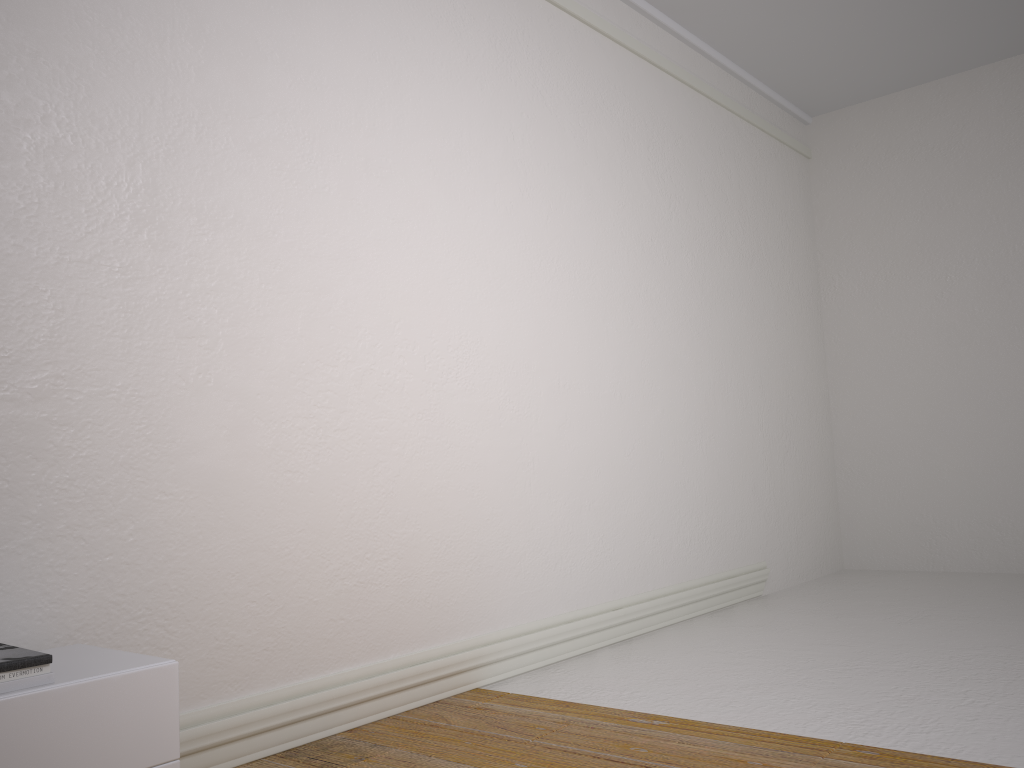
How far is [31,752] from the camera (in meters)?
1.64

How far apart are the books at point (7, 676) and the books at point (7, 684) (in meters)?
0.01

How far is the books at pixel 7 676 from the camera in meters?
1.7

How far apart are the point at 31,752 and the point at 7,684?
0.1m

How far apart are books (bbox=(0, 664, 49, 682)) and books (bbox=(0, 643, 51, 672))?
0.01m

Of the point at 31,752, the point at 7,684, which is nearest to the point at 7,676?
the point at 7,684

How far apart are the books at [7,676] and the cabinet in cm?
3

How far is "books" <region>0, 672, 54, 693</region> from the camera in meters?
1.6

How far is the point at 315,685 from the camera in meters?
2.7

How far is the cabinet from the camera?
1.6 meters
